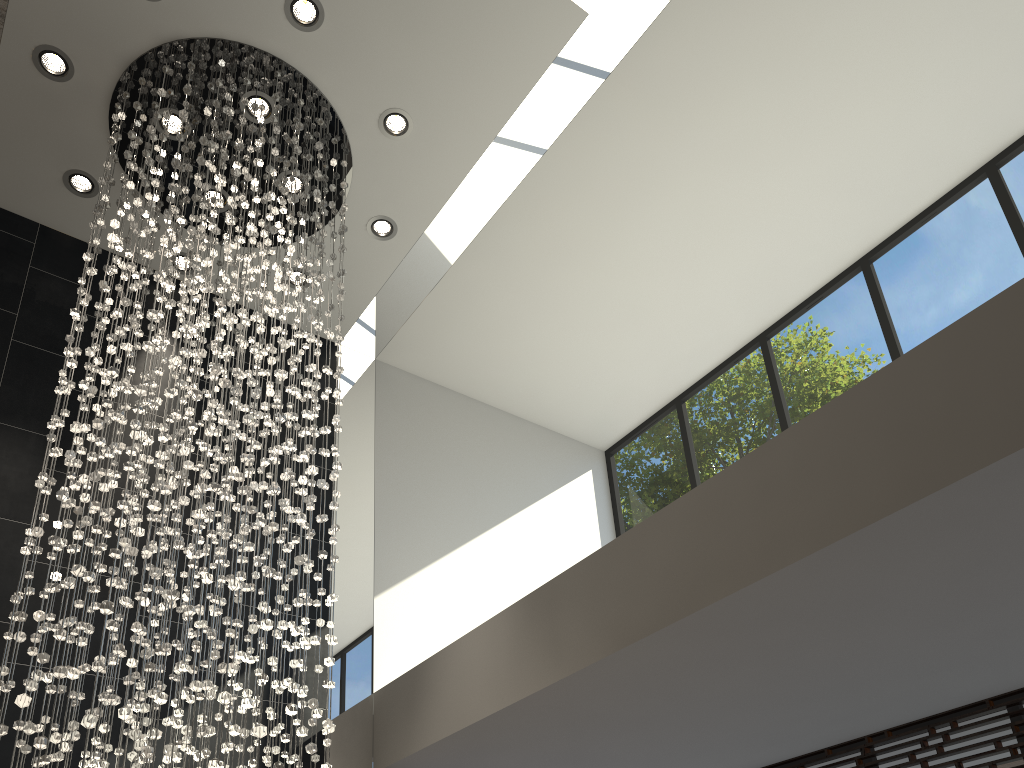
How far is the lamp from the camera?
3.21m

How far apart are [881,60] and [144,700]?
4.96m

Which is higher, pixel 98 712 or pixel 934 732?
pixel 934 732

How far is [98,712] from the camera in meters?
3.2 m

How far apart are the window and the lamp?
2.86m

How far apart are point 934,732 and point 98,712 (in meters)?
4.03

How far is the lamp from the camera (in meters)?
3.21

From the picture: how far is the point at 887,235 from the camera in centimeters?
603cm

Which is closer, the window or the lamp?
the lamp
